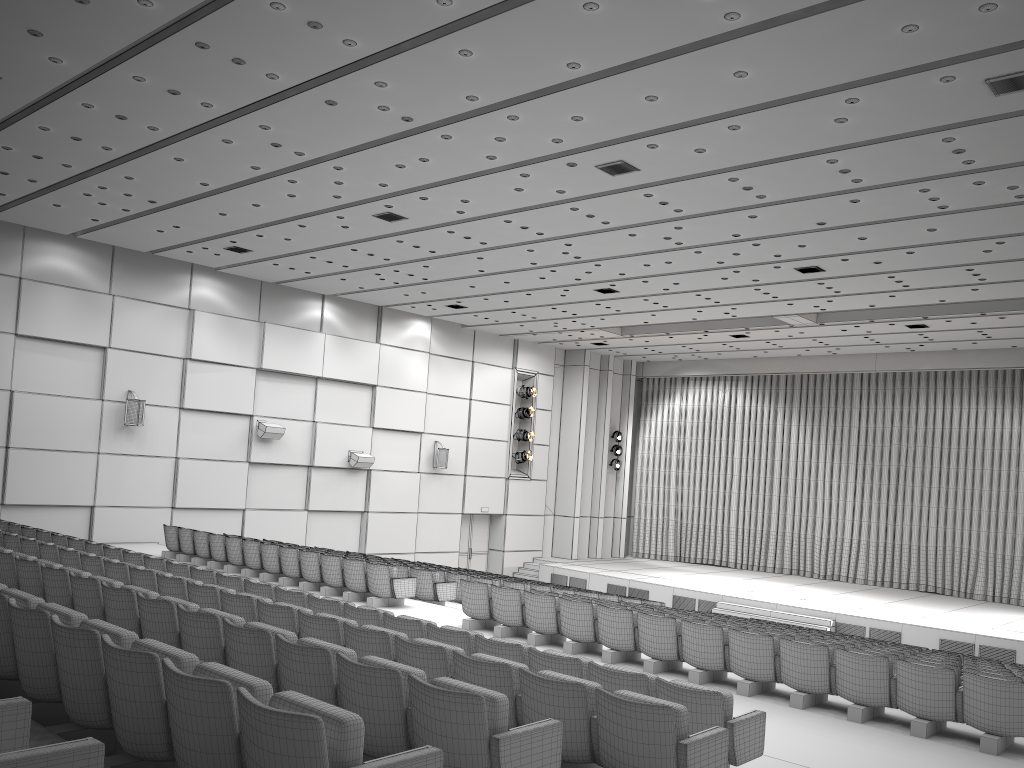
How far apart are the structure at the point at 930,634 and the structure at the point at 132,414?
11.9 meters

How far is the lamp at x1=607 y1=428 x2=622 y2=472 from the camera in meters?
28.7 m

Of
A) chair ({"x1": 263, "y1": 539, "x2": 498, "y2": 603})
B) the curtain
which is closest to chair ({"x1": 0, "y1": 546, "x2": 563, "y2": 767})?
chair ({"x1": 263, "y1": 539, "x2": 498, "y2": 603})

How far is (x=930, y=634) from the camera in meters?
18.0 m

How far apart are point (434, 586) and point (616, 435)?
16.08m

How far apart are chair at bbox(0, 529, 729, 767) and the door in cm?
1576

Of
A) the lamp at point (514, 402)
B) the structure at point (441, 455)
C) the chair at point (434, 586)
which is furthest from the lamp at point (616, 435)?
the chair at point (434, 586)

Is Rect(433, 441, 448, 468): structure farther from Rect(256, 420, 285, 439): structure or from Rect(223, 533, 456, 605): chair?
Rect(223, 533, 456, 605): chair

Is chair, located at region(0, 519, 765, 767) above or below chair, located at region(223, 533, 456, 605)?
above

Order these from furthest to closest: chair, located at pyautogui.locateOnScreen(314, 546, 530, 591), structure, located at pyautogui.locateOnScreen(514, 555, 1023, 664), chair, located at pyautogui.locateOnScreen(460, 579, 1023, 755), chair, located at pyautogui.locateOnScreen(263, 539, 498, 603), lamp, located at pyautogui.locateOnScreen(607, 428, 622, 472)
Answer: lamp, located at pyautogui.locateOnScreen(607, 428, 622, 472)
structure, located at pyautogui.locateOnScreen(514, 555, 1023, 664)
chair, located at pyautogui.locateOnScreen(314, 546, 530, 591)
chair, located at pyautogui.locateOnScreen(263, 539, 498, 603)
chair, located at pyautogui.locateOnScreen(460, 579, 1023, 755)
